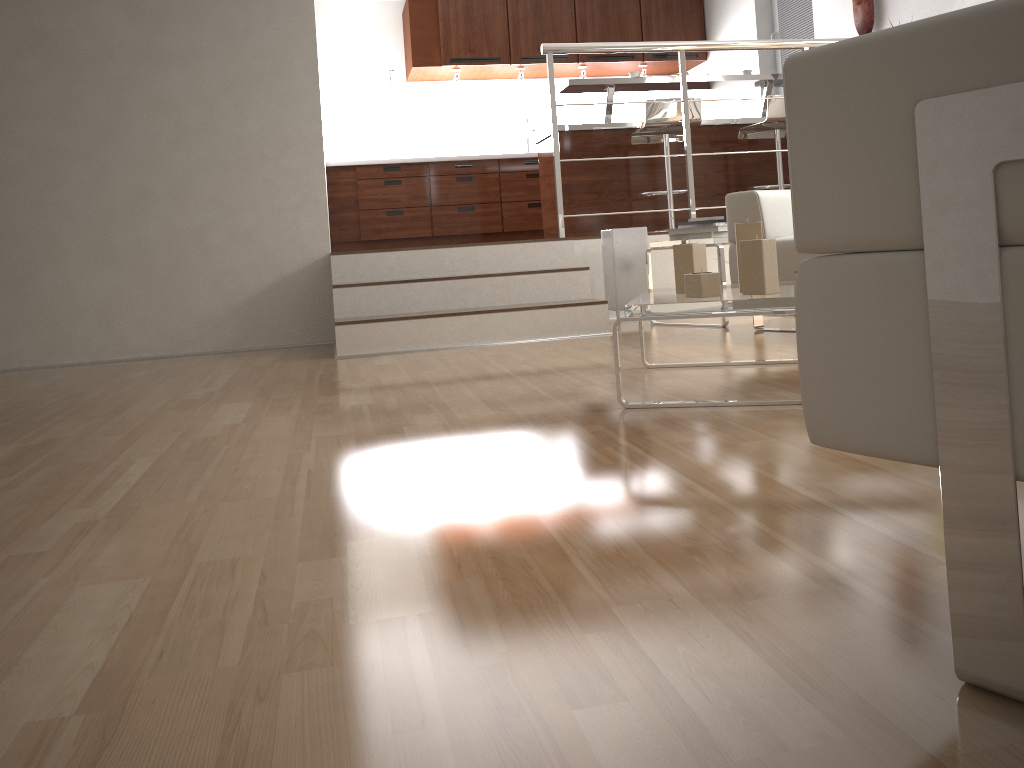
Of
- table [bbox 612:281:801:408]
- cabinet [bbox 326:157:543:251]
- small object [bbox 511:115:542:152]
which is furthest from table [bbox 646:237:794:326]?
small object [bbox 511:115:542:152]

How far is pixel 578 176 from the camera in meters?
5.9

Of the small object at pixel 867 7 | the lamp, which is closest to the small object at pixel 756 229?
the lamp

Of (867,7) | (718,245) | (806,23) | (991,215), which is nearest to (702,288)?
(991,215)

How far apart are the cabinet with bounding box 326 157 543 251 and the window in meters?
2.1

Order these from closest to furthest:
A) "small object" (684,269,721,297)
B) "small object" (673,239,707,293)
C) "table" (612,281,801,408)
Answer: "table" (612,281,801,408)
"small object" (684,269,721,297)
"small object" (673,239,707,293)

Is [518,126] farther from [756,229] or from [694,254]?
[756,229]

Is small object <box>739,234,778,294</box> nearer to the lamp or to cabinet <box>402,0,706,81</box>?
the lamp

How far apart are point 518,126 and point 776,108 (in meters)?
2.90

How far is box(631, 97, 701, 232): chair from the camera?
5.3 meters
